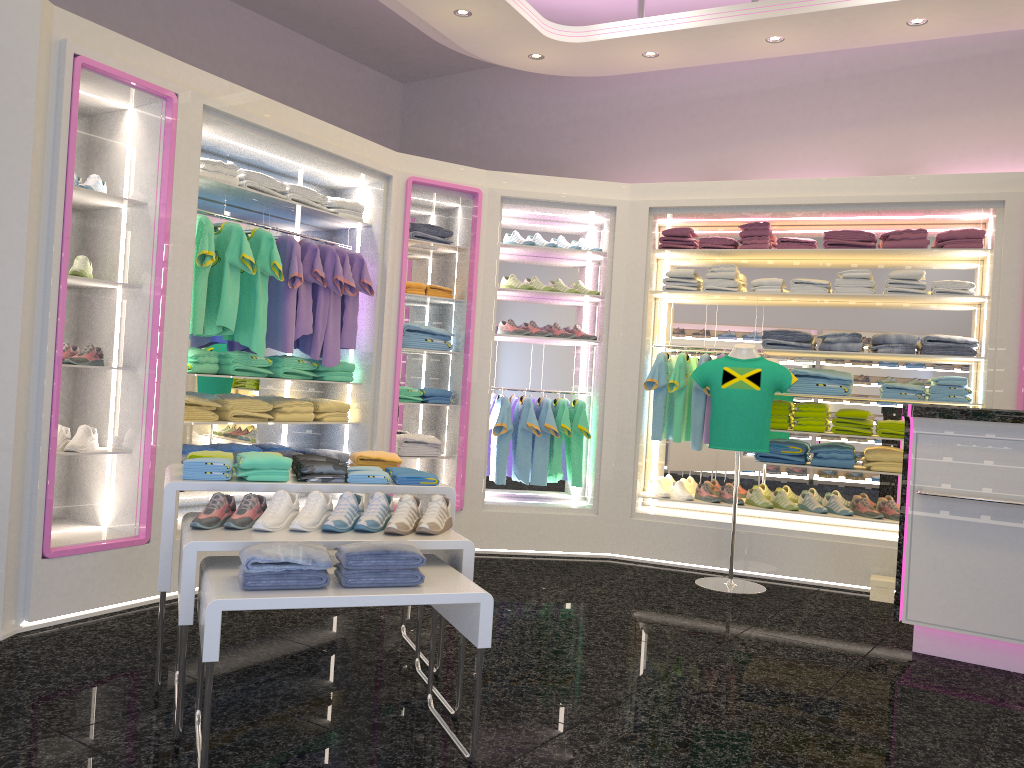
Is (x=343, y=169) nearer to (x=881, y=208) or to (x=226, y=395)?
(x=226, y=395)

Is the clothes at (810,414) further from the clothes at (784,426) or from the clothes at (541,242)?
the clothes at (541,242)

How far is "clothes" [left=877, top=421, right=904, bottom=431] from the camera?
5.9m

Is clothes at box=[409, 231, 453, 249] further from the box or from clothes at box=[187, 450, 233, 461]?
the box

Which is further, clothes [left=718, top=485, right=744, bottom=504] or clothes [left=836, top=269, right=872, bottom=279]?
clothes [left=718, top=485, right=744, bottom=504]

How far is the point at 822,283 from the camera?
6.08m

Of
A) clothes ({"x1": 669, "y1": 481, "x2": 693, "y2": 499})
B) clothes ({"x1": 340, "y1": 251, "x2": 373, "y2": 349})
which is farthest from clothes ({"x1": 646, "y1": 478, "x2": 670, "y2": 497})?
clothes ({"x1": 340, "y1": 251, "x2": 373, "y2": 349})

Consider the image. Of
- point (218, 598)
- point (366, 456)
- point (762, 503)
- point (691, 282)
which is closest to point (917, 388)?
point (762, 503)

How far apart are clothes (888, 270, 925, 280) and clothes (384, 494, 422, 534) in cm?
408

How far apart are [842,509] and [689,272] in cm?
197
